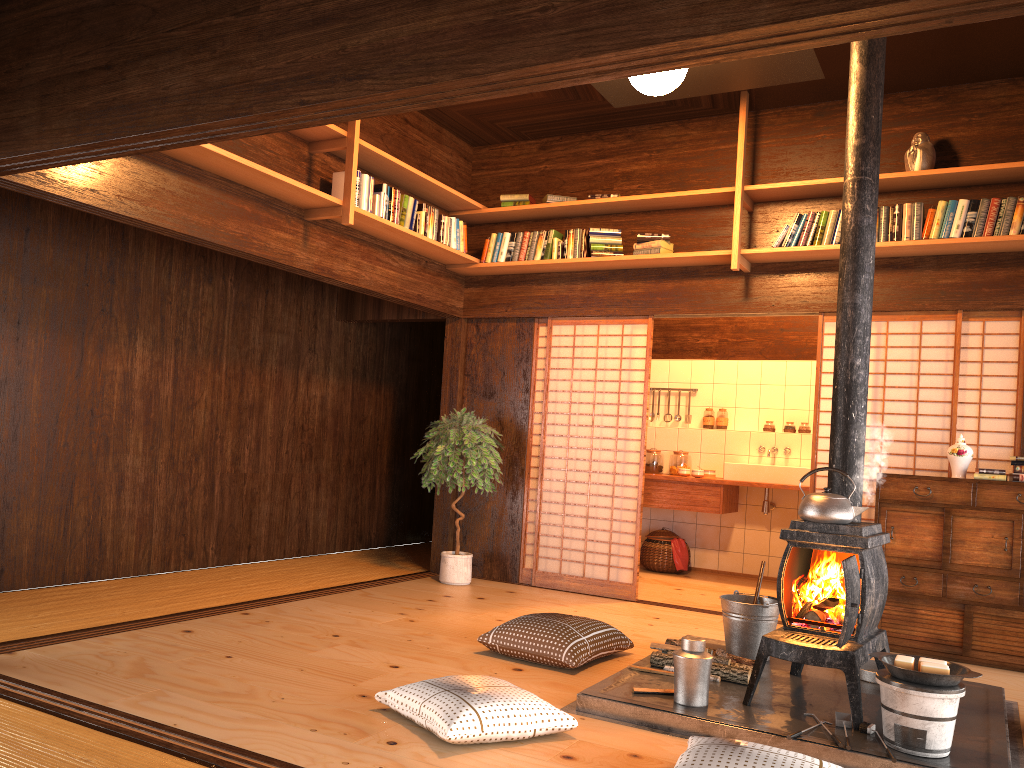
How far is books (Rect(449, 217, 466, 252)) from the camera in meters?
6.4 m

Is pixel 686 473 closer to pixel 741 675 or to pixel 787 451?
pixel 787 451

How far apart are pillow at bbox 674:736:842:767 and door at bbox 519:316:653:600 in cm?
328

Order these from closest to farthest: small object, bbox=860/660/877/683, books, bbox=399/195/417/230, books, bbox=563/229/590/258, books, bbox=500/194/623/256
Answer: small object, bbox=860/660/877/683 < books, bbox=399/195/417/230 < books, bbox=500/194/623/256 < books, bbox=563/229/590/258

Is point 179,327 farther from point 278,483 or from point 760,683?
point 760,683

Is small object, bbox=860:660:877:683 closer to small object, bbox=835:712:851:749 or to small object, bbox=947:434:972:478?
small object, bbox=835:712:851:749

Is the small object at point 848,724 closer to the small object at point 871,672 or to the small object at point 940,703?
the small object at point 940,703

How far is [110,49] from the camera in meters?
3.2

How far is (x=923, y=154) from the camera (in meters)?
5.33

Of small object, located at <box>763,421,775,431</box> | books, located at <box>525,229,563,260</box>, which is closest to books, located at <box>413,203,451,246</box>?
books, located at <box>525,229,563,260</box>
